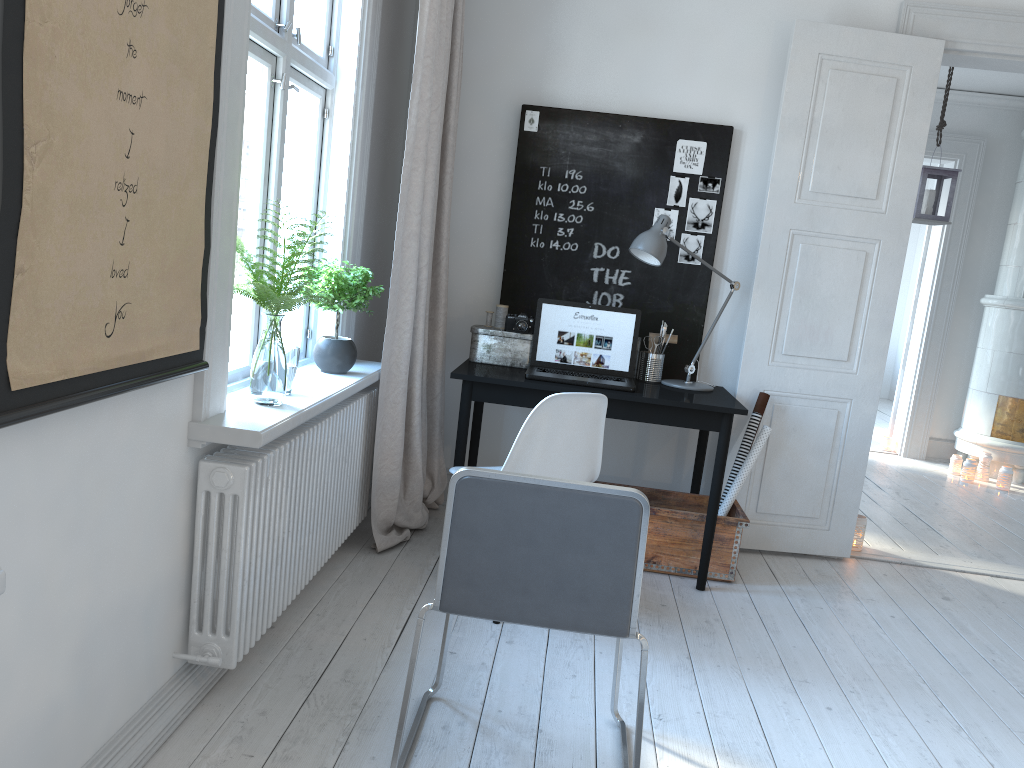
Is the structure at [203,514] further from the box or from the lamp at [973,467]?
the lamp at [973,467]

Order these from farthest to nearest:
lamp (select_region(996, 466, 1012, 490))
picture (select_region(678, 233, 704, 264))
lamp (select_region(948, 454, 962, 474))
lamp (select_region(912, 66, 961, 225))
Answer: lamp (select_region(948, 454, 962, 474))
lamp (select_region(996, 466, 1012, 490))
lamp (select_region(912, 66, 961, 225))
picture (select_region(678, 233, 704, 264))

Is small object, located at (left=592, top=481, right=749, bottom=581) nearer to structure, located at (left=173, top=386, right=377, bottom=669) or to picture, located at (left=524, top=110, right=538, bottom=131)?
structure, located at (left=173, top=386, right=377, bottom=669)

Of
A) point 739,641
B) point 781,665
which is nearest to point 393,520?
point 739,641

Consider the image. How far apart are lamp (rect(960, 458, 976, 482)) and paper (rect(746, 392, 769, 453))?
3.25m

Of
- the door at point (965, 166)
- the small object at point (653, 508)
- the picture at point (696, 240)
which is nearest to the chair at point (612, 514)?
the small object at point (653, 508)

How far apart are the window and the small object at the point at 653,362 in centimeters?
118cm

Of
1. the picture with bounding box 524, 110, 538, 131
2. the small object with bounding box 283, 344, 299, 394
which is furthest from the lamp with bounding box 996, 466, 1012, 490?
the small object with bounding box 283, 344, 299, 394

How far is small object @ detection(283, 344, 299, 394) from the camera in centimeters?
262cm

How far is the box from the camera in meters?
3.8 m
